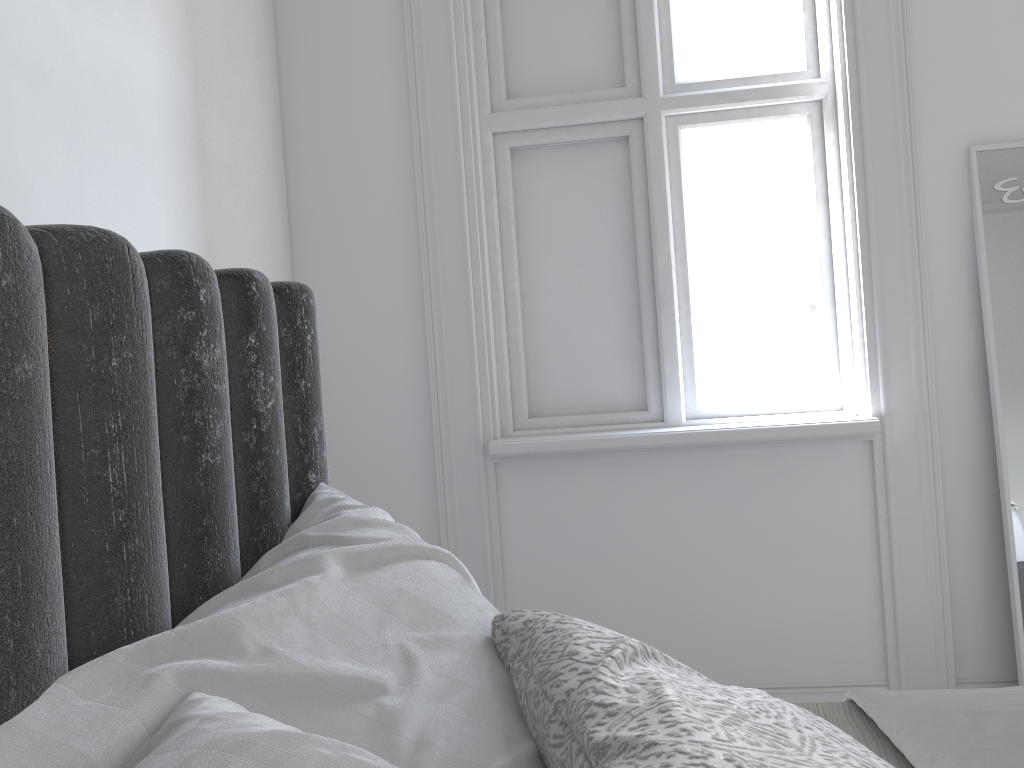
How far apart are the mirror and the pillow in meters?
1.8

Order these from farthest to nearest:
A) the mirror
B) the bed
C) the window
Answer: the window, the mirror, the bed

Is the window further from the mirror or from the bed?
the bed

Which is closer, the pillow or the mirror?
the pillow

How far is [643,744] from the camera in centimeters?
66cm

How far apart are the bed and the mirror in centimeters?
137cm

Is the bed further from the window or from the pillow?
the window

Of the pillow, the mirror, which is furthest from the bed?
the mirror

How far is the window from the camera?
2.6m

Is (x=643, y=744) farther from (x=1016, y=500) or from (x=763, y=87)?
(x=763, y=87)
